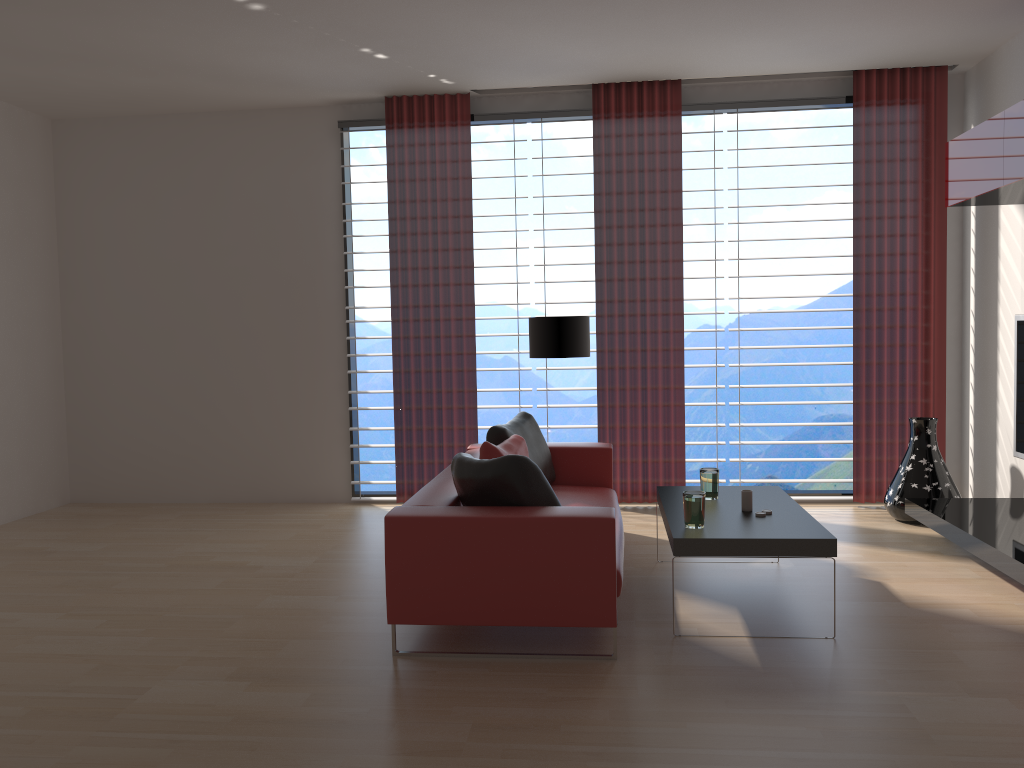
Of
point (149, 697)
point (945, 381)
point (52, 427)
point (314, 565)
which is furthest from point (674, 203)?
point (52, 427)

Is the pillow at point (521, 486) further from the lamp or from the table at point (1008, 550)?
the table at point (1008, 550)

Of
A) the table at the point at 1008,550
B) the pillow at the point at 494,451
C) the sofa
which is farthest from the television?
the pillow at the point at 494,451

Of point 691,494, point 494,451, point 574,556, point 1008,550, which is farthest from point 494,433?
point 1008,550

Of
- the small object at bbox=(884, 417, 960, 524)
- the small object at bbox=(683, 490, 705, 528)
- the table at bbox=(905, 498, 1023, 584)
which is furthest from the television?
the small object at bbox=(683, 490, 705, 528)

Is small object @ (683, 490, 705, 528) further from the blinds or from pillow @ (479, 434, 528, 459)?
the blinds

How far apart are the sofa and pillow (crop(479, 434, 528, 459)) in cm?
29

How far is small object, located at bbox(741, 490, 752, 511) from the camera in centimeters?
580cm

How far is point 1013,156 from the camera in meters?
6.2 m

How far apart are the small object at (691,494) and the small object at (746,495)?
0.5m
